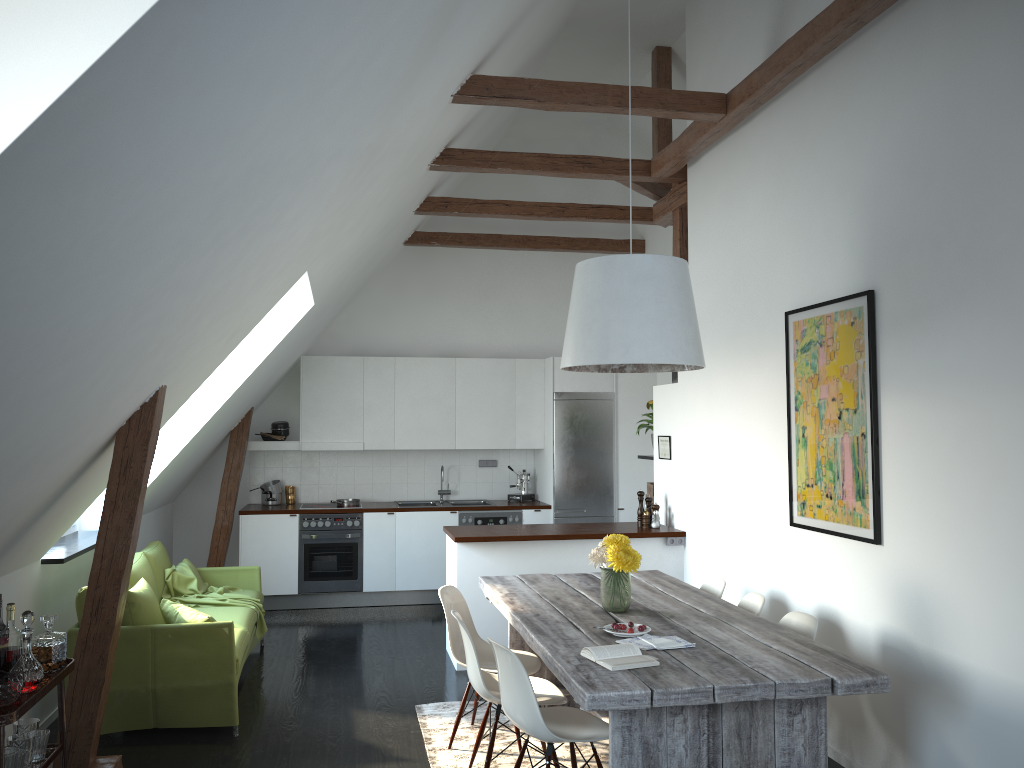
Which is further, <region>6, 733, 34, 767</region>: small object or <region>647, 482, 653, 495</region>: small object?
<region>647, 482, 653, 495</region>: small object

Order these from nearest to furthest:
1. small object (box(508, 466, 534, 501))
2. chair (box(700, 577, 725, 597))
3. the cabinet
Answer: chair (box(700, 577, 725, 597)), the cabinet, small object (box(508, 466, 534, 501))

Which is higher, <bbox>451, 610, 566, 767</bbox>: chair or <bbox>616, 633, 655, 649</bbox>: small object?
<bbox>616, 633, 655, 649</bbox>: small object

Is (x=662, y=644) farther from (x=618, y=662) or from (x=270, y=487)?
(x=270, y=487)

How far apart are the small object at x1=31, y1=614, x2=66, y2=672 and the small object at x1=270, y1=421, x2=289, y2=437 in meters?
5.1 m

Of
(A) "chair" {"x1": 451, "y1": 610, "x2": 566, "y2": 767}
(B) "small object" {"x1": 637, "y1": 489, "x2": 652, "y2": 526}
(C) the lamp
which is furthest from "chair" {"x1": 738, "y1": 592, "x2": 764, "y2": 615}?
(B) "small object" {"x1": 637, "y1": 489, "x2": 652, "y2": 526}

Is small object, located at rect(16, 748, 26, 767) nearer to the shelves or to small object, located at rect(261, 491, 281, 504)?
the shelves

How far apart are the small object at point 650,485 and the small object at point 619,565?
3.03m

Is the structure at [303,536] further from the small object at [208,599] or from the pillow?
the pillow

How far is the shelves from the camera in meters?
2.9
